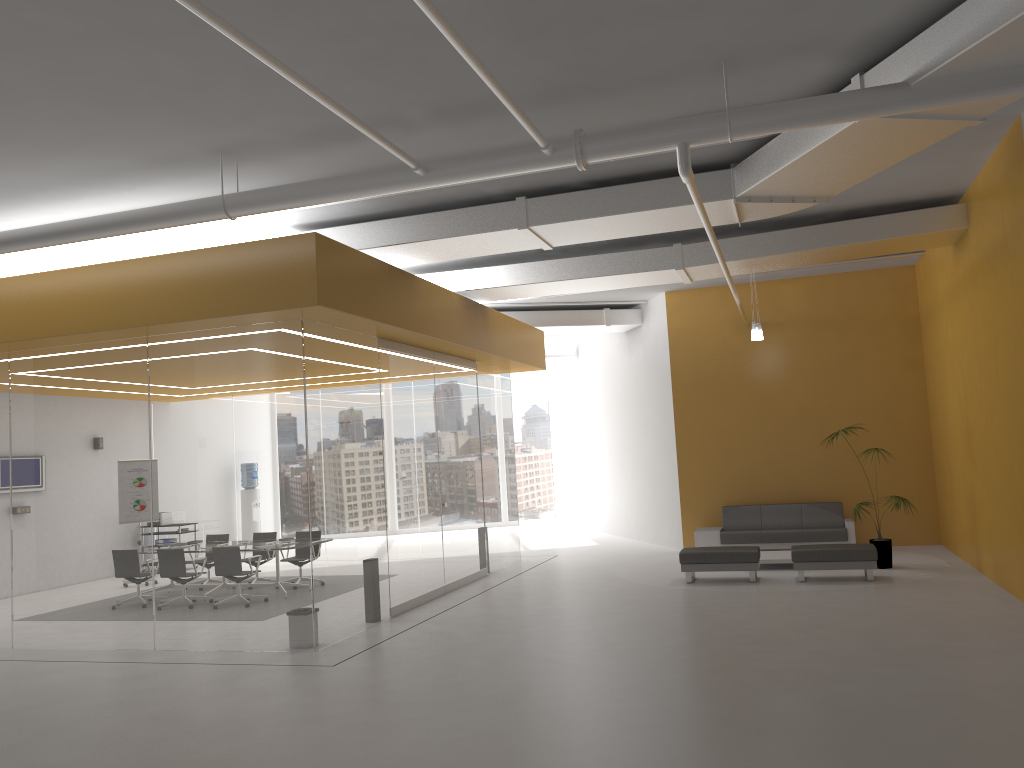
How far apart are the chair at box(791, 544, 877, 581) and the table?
1.1 meters

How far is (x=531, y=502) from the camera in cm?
2295

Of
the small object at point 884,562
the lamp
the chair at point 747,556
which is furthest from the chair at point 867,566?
the lamp

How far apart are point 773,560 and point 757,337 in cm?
319

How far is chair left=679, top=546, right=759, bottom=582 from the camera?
11.35m

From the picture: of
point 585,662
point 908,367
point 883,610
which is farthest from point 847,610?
point 908,367

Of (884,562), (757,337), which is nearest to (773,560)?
(884,562)

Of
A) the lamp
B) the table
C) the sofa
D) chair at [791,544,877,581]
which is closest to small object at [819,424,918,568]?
chair at [791,544,877,581]

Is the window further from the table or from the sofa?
the table

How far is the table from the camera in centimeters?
1232cm
